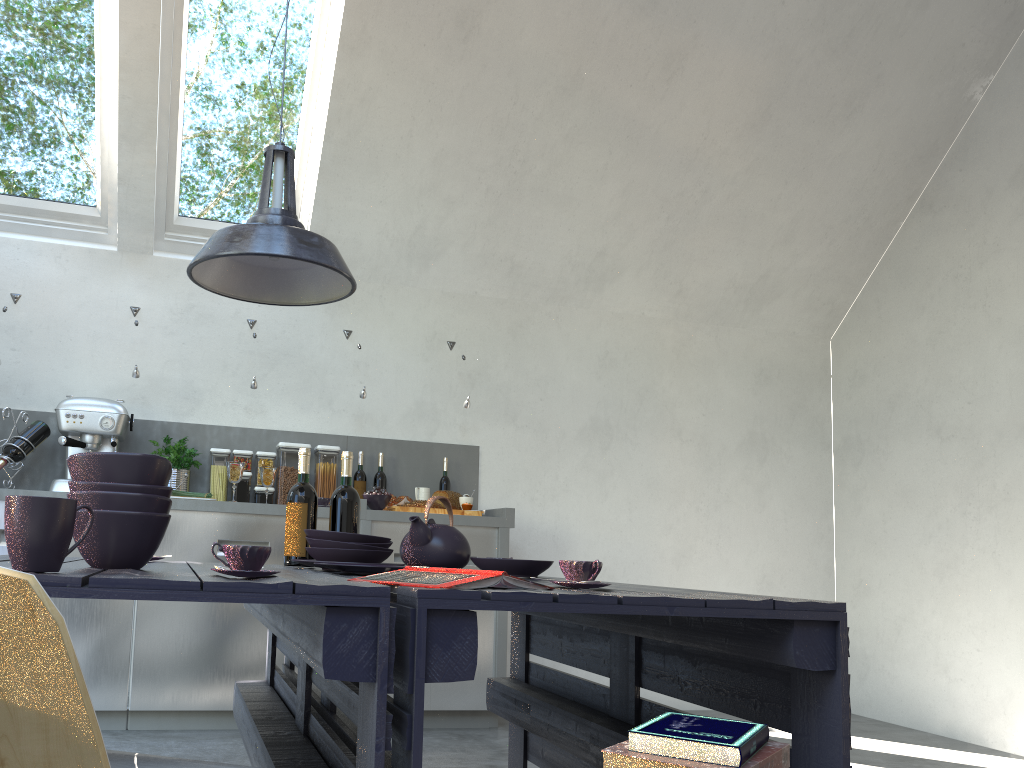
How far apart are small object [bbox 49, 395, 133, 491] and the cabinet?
0.15m

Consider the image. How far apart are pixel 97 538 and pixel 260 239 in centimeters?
82cm

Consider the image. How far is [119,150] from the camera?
4.18m

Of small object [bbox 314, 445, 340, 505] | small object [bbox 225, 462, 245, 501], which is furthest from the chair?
small object [bbox 314, 445, 340, 505]

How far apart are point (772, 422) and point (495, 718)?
2.68m

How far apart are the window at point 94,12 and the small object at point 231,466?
1.46m

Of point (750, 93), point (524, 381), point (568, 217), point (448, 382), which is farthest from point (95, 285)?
point (750, 93)

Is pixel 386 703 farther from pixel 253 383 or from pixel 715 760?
pixel 253 383

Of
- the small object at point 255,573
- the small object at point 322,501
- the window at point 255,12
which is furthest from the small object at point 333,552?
the window at point 255,12

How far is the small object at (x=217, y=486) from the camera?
4.31m
